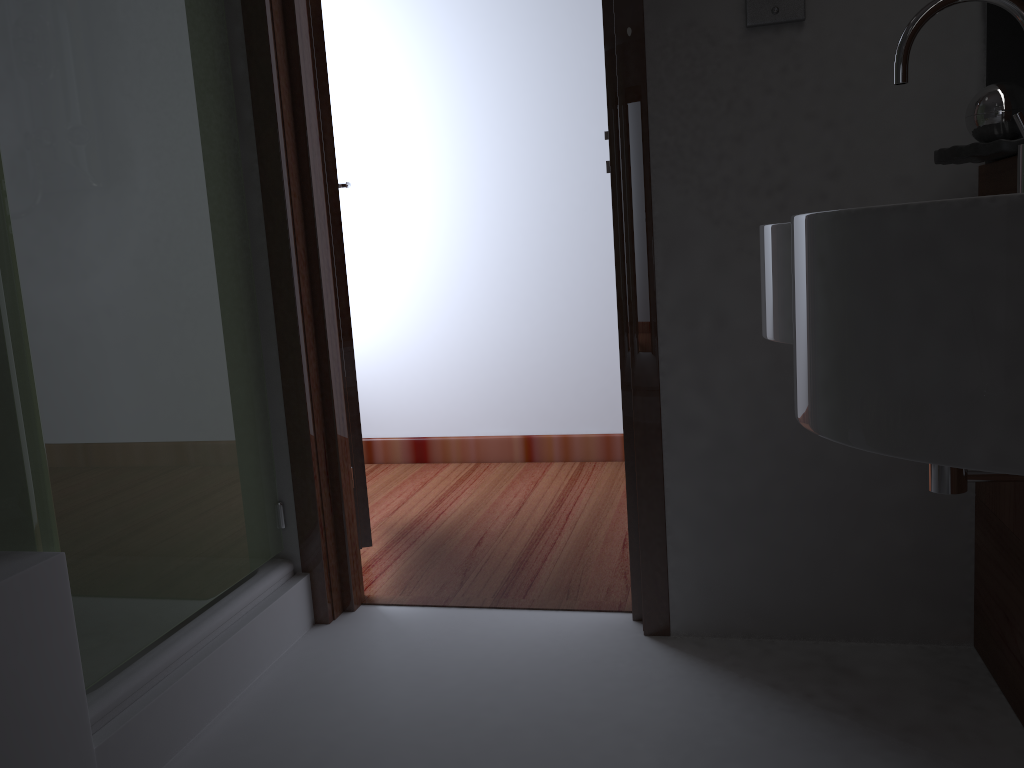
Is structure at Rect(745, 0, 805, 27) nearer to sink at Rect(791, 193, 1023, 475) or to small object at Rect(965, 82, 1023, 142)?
small object at Rect(965, 82, 1023, 142)

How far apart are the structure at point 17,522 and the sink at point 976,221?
1.13m

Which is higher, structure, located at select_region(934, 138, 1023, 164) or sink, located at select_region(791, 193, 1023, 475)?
structure, located at select_region(934, 138, 1023, 164)

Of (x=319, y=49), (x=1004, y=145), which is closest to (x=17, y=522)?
(x=319, y=49)

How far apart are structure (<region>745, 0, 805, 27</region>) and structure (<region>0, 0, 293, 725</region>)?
1.1m

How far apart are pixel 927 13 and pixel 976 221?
0.9 meters

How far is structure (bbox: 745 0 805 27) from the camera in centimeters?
167cm

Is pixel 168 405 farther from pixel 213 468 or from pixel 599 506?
pixel 599 506

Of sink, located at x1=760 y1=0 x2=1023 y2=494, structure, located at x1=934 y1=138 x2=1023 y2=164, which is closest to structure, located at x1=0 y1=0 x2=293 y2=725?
sink, located at x1=760 y1=0 x2=1023 y2=494

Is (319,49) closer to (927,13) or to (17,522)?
(17,522)
